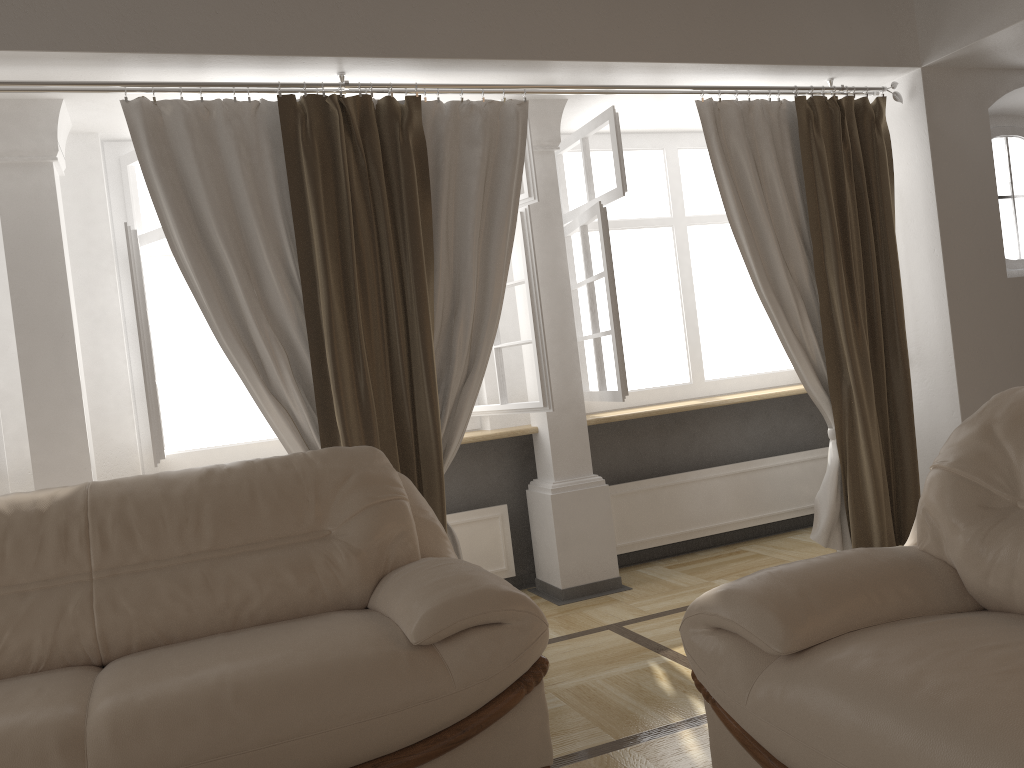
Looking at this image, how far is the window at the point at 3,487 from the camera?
3.71m

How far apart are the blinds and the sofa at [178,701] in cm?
41

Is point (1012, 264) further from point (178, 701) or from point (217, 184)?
point (178, 701)

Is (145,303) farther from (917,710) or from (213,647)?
(917,710)

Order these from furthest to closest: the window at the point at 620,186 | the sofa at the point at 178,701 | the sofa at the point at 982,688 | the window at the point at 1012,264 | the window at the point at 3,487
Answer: the window at the point at 1012,264 → the window at the point at 620,186 → the window at the point at 3,487 → the sofa at the point at 178,701 → the sofa at the point at 982,688

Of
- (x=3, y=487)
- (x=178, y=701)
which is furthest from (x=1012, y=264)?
(x=3, y=487)

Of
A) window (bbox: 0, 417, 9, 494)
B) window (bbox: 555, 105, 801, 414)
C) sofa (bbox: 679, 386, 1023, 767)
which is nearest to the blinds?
window (bbox: 555, 105, 801, 414)

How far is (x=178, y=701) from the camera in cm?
192

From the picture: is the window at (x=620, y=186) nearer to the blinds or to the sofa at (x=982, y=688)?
the blinds

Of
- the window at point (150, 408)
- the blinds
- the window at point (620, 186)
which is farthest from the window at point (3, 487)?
the window at point (620, 186)
